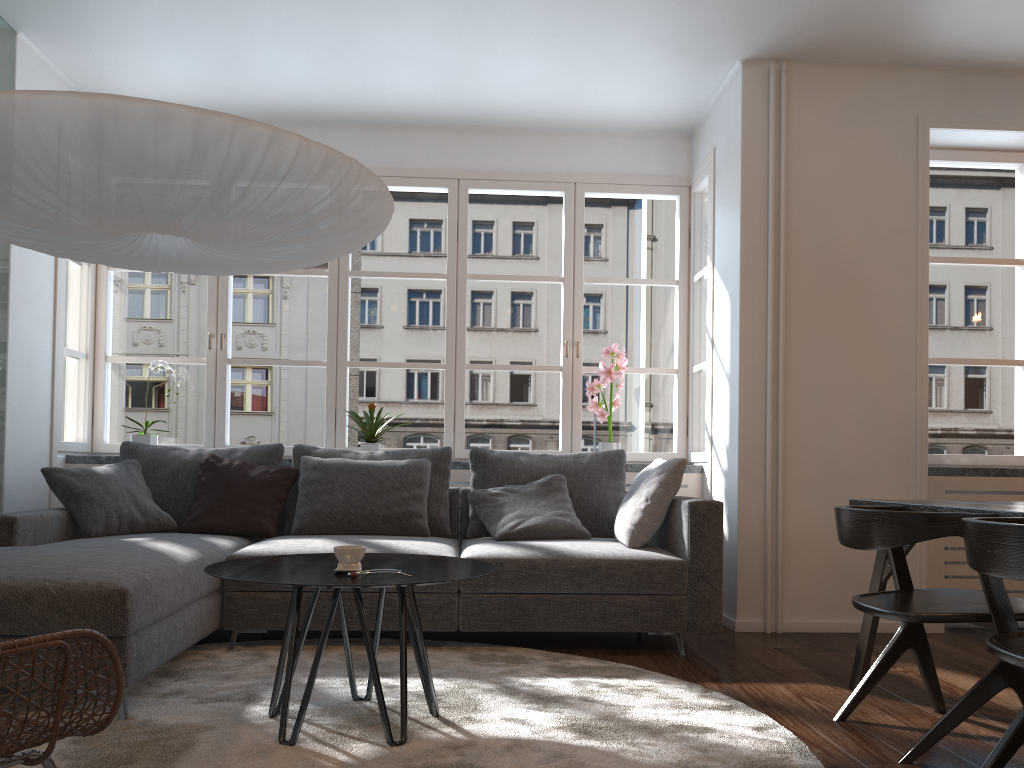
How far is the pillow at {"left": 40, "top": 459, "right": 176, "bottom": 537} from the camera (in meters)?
3.93

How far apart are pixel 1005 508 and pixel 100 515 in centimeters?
353cm

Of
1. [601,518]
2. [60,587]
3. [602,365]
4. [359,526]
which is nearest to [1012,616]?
[601,518]

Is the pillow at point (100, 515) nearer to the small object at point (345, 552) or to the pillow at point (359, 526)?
the pillow at point (359, 526)

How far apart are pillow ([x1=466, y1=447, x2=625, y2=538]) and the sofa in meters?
0.1 m

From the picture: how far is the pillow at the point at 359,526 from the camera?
4.2 meters

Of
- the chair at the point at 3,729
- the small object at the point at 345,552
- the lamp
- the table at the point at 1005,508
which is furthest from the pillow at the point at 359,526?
the chair at the point at 3,729

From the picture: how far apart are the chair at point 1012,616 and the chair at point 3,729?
1.9 meters

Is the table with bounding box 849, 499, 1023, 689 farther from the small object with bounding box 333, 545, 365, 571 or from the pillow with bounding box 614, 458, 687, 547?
the small object with bounding box 333, 545, 365, 571

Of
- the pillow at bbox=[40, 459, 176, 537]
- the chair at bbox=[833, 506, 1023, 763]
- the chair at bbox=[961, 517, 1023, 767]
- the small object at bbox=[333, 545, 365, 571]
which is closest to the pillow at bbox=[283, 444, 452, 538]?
the pillow at bbox=[40, 459, 176, 537]
